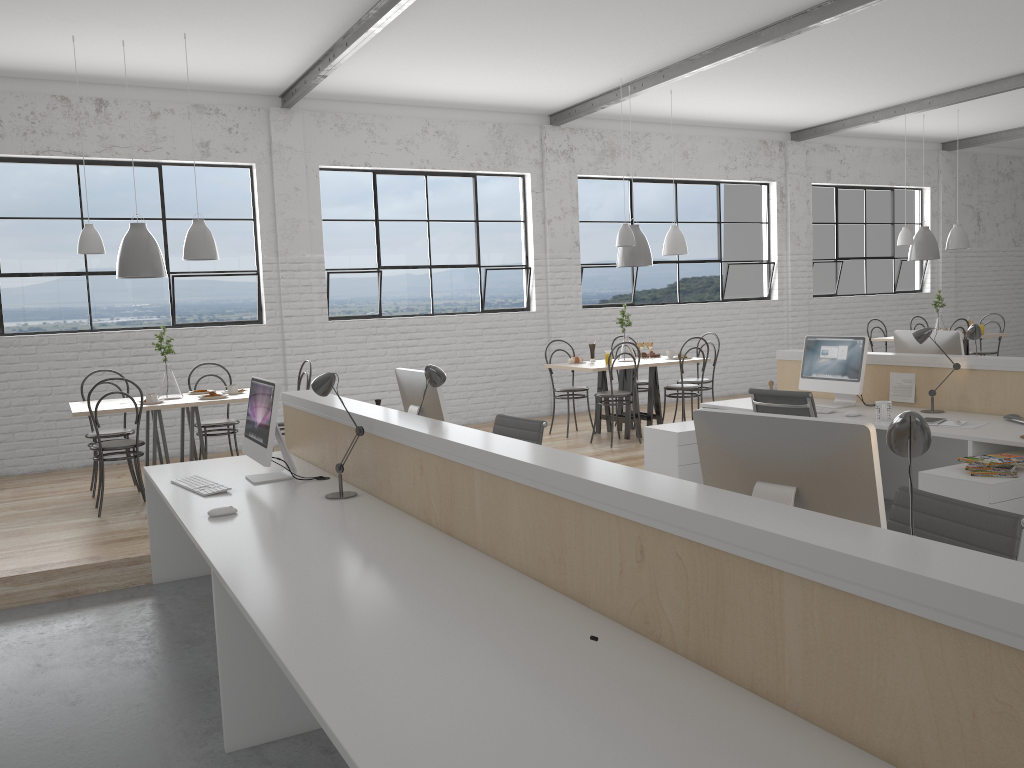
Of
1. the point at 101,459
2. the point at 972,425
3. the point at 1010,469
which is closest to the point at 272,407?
the point at 101,459

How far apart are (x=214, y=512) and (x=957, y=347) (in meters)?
3.78

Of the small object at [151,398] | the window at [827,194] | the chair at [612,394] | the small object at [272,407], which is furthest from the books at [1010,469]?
the window at [827,194]

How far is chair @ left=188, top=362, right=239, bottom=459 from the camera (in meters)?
5.21

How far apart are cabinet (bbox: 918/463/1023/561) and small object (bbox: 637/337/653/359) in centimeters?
315cm

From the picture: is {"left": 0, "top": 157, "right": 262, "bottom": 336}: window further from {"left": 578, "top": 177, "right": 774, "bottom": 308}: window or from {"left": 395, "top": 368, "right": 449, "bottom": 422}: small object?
{"left": 395, "top": 368, "right": 449, "bottom": 422}: small object

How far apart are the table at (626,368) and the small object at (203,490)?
3.1 meters

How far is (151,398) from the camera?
4.7 meters

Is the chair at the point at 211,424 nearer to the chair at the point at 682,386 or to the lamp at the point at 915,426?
the chair at the point at 682,386

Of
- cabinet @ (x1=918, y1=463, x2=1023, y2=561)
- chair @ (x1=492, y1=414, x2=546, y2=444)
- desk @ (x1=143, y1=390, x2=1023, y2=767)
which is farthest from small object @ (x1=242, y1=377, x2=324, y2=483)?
cabinet @ (x1=918, y1=463, x2=1023, y2=561)
